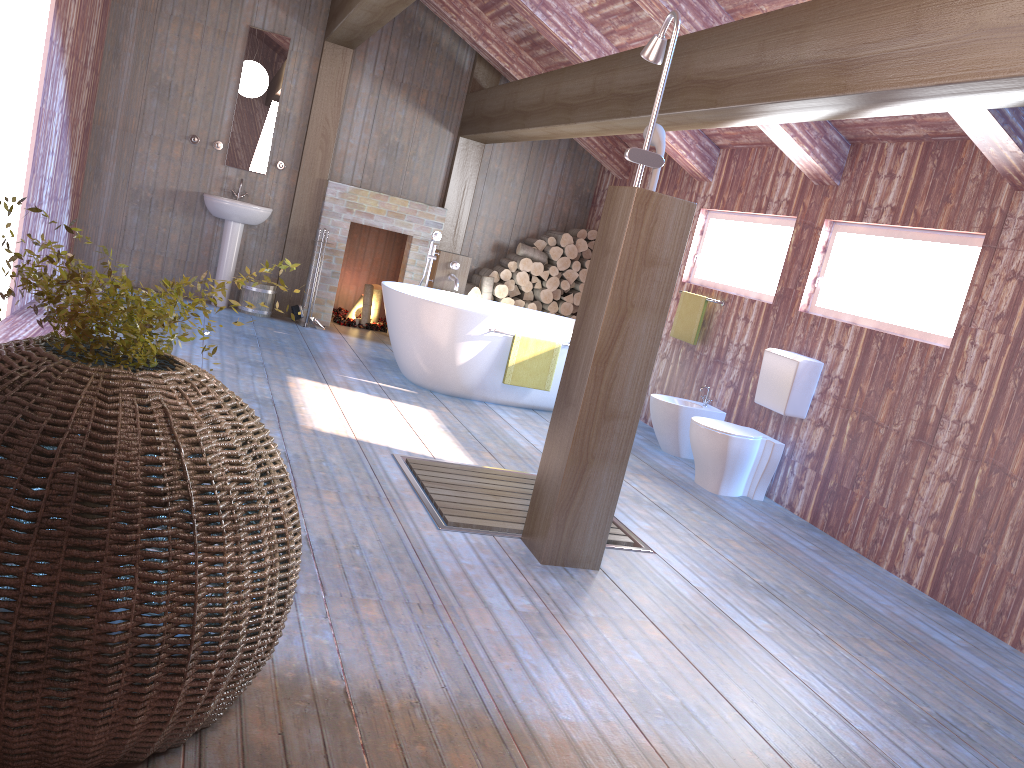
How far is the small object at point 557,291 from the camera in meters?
8.6 m

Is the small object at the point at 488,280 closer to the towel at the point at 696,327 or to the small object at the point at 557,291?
the small object at the point at 557,291

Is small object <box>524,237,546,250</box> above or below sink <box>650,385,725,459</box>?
above

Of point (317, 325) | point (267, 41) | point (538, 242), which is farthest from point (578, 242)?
point (267, 41)

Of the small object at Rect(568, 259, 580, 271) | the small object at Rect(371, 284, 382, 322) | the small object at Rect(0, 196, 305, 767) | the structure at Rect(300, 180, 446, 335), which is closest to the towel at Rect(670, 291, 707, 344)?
the small object at Rect(568, 259, 580, 271)

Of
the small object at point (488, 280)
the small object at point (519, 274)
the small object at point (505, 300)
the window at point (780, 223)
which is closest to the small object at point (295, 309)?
the small object at point (488, 280)

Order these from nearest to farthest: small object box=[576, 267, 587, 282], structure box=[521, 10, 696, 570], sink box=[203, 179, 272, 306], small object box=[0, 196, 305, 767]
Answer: small object box=[0, 196, 305, 767], structure box=[521, 10, 696, 570], sink box=[203, 179, 272, 306], small object box=[576, 267, 587, 282]

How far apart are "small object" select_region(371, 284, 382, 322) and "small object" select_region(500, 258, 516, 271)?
1.3m

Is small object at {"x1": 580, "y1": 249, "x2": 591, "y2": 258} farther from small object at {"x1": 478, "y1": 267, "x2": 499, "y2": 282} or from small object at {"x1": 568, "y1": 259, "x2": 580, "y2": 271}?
small object at {"x1": 478, "y1": 267, "x2": 499, "y2": 282}

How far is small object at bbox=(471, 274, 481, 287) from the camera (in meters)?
8.55
